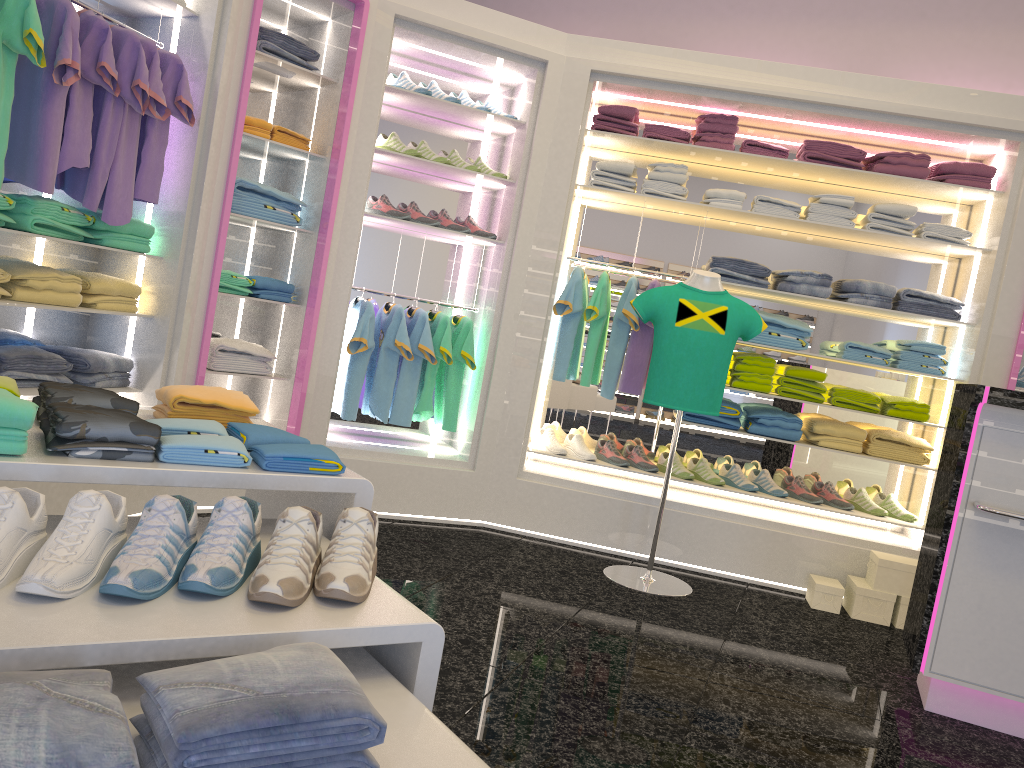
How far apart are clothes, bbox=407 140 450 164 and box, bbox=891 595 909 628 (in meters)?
3.22

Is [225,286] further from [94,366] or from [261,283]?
[94,366]

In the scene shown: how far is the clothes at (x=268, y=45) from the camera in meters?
4.1

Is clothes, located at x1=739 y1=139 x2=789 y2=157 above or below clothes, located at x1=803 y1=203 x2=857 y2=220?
above

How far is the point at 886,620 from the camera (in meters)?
4.38

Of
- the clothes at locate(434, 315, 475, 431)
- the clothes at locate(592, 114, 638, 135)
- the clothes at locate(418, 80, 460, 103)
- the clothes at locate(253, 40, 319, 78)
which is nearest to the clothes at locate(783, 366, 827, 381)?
the clothes at locate(592, 114, 638, 135)

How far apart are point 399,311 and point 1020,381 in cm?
331

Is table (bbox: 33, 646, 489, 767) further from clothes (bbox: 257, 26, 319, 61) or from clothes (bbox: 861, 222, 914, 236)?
clothes (bbox: 861, 222, 914, 236)

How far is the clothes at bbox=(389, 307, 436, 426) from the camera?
4.74m

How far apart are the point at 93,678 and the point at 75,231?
3.0 meters
